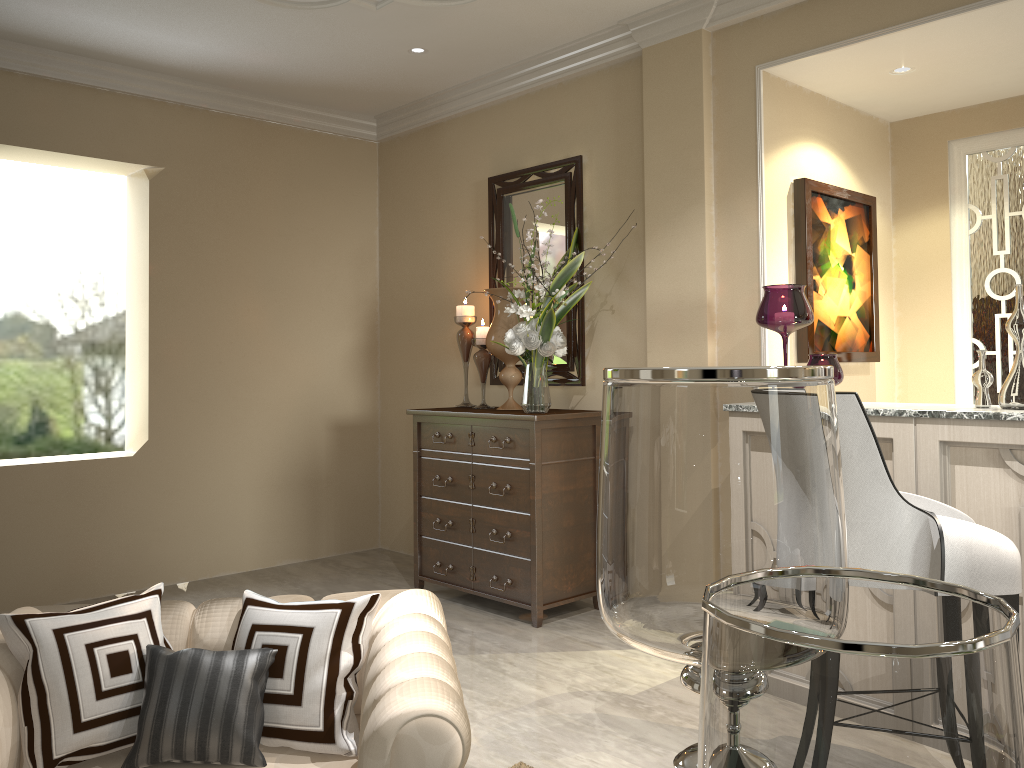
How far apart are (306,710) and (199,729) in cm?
17

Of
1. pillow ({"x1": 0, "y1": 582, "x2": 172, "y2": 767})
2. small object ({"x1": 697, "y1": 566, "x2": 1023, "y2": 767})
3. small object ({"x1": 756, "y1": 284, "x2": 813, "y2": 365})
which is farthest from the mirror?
small object ({"x1": 697, "y1": 566, "x2": 1023, "y2": 767})

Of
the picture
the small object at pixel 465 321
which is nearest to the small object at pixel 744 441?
the picture

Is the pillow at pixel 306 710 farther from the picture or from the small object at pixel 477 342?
the small object at pixel 477 342

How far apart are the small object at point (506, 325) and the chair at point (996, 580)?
1.9 meters

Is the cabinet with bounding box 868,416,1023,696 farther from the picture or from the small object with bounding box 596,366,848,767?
the small object with bounding box 596,366,848,767

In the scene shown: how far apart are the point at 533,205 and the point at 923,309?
1.8m

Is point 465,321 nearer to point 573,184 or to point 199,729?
point 573,184

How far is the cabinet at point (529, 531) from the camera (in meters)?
3.45

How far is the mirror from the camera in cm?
380
